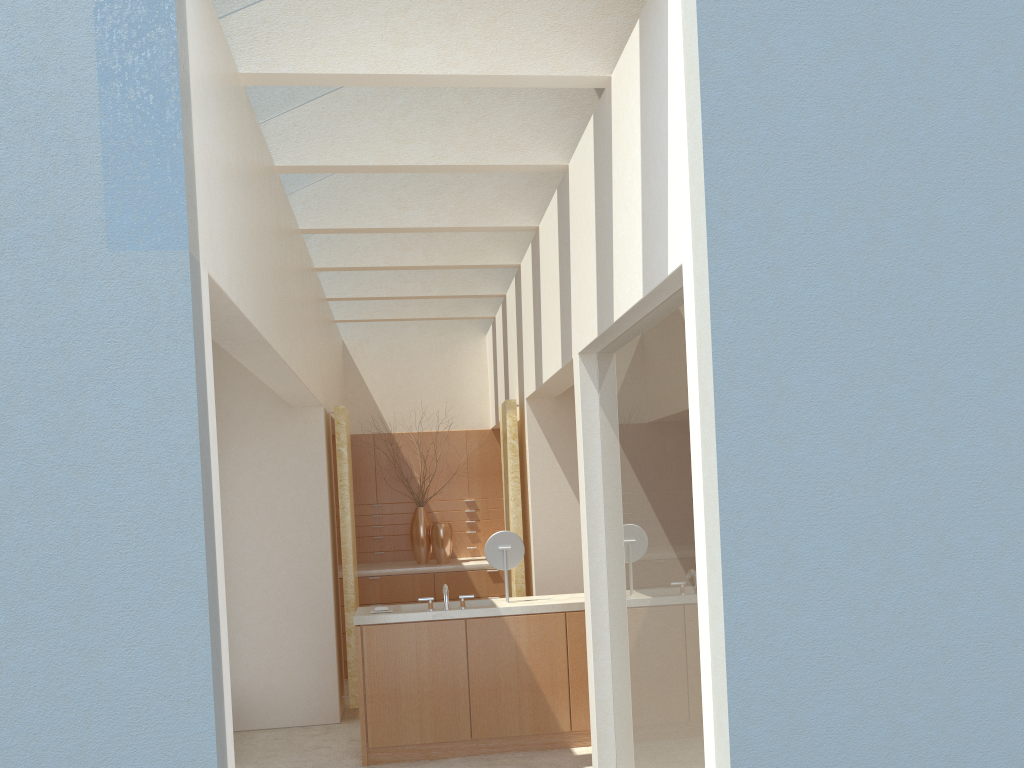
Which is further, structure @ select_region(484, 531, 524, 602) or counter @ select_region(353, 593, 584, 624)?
structure @ select_region(484, 531, 524, 602)

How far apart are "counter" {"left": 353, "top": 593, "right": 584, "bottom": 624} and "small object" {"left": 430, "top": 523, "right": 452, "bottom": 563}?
6.38m

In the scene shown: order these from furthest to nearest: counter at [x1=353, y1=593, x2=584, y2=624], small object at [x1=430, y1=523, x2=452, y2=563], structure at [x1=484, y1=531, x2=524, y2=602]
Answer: small object at [x1=430, y1=523, x2=452, y2=563], structure at [x1=484, y1=531, x2=524, y2=602], counter at [x1=353, y1=593, x2=584, y2=624]

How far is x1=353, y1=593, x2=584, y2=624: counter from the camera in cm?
1292

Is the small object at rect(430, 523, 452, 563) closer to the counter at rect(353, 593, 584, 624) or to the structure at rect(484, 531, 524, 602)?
the counter at rect(353, 593, 584, 624)

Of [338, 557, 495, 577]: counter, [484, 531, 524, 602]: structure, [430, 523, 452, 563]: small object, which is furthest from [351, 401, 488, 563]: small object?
[484, 531, 524, 602]: structure

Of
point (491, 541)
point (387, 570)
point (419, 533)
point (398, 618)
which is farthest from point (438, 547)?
point (398, 618)

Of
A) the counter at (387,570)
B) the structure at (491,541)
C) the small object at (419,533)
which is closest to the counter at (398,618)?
the structure at (491,541)

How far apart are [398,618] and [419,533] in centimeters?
783cm

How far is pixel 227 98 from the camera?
8.1 meters
